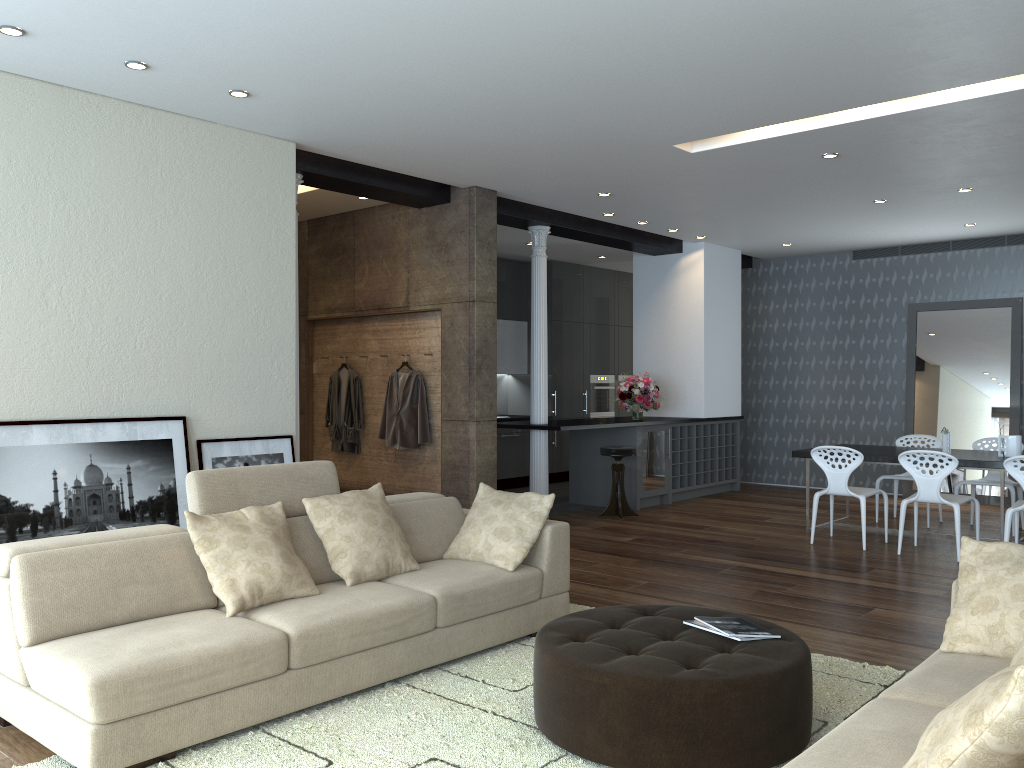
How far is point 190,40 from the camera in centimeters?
429cm

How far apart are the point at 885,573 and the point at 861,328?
5.4m

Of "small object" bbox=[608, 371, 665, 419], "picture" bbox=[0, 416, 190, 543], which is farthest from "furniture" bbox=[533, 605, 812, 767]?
"small object" bbox=[608, 371, 665, 419]

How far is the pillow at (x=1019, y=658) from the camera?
2.36m

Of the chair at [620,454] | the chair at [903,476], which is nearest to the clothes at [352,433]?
the chair at [620,454]

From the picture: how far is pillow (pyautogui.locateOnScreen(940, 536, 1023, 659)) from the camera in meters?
3.0 m

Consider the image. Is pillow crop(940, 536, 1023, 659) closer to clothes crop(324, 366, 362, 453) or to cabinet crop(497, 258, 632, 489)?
clothes crop(324, 366, 362, 453)

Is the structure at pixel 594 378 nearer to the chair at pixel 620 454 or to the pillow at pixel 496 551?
the chair at pixel 620 454

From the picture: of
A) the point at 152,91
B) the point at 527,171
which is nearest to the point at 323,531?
the point at 152,91

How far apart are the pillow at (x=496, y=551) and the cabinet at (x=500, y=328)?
6.0m
